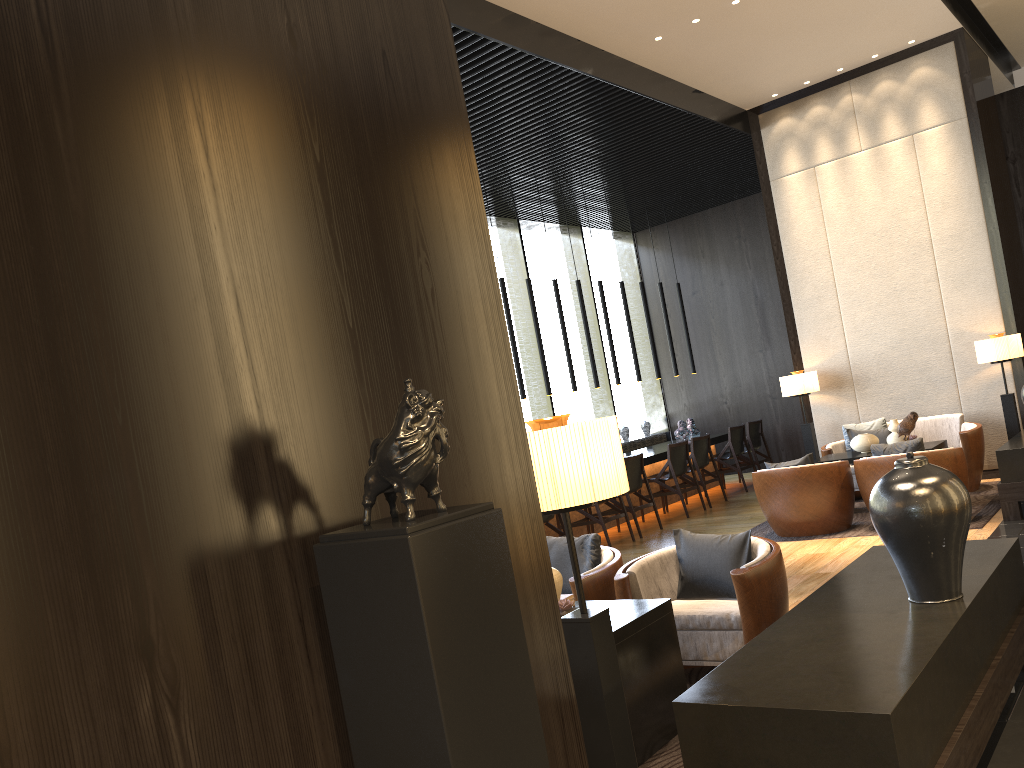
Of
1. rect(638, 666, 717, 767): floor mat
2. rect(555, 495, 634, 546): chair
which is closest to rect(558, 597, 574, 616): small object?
rect(638, 666, 717, 767): floor mat

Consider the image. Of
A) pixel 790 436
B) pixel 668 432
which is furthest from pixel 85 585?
pixel 668 432

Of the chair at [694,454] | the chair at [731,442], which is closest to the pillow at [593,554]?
the chair at [694,454]

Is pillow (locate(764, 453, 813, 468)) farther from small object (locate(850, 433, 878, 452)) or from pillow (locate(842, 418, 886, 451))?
pillow (locate(842, 418, 886, 451))

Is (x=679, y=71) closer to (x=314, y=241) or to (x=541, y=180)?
(x=541, y=180)

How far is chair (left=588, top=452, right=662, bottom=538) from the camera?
8.89m

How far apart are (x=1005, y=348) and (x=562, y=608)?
6.2 meters

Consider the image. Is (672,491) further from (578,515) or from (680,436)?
(680,436)

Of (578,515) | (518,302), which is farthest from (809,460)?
(518,302)

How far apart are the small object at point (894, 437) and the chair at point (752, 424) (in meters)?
3.61
